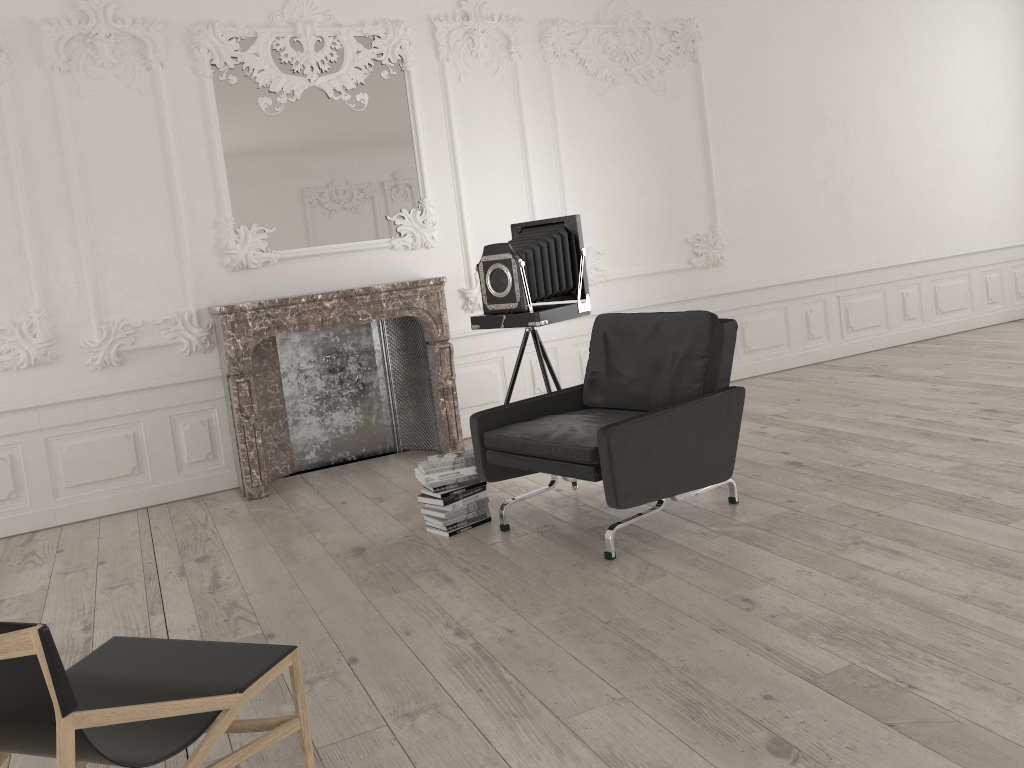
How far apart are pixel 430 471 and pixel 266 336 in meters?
1.8

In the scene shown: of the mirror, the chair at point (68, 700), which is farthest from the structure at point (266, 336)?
the chair at point (68, 700)

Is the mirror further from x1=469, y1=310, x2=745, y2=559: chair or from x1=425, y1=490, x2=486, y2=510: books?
x1=425, y1=490, x2=486, y2=510: books

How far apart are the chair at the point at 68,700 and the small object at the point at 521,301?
2.7 meters

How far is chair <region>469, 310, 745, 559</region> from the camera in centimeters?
378cm

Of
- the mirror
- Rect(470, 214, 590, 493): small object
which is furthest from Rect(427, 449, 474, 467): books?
the mirror

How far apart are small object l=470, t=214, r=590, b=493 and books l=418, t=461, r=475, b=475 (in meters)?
0.77

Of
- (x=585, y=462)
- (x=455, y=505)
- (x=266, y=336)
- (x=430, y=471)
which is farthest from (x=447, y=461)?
(x=266, y=336)

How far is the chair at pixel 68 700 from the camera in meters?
1.7 m

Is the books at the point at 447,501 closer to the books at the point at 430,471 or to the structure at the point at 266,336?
the books at the point at 430,471
